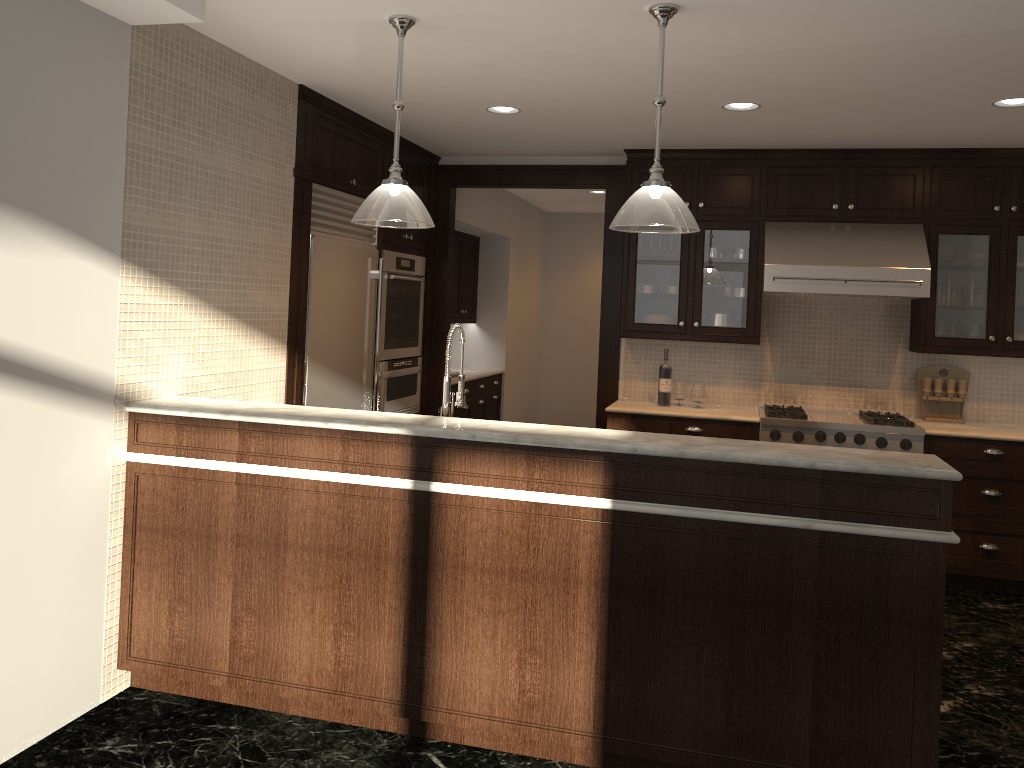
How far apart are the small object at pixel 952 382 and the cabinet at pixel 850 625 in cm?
326

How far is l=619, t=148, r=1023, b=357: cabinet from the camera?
5.3m

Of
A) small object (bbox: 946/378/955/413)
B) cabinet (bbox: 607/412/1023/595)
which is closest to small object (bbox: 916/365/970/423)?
small object (bbox: 946/378/955/413)

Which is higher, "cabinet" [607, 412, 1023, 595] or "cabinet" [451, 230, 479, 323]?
"cabinet" [451, 230, 479, 323]

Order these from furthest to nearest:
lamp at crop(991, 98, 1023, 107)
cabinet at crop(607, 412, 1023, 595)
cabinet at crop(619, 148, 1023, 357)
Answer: cabinet at crop(619, 148, 1023, 357), cabinet at crop(607, 412, 1023, 595), lamp at crop(991, 98, 1023, 107)

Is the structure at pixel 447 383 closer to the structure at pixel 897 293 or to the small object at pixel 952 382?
the structure at pixel 897 293

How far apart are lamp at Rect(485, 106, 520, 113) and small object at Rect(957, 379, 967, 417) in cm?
324

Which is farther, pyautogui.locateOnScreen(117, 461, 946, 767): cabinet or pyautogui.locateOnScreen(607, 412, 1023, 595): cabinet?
pyautogui.locateOnScreen(607, 412, 1023, 595): cabinet

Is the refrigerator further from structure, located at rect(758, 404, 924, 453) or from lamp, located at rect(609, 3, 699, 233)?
structure, located at rect(758, 404, 924, 453)

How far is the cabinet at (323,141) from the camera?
4.7m
